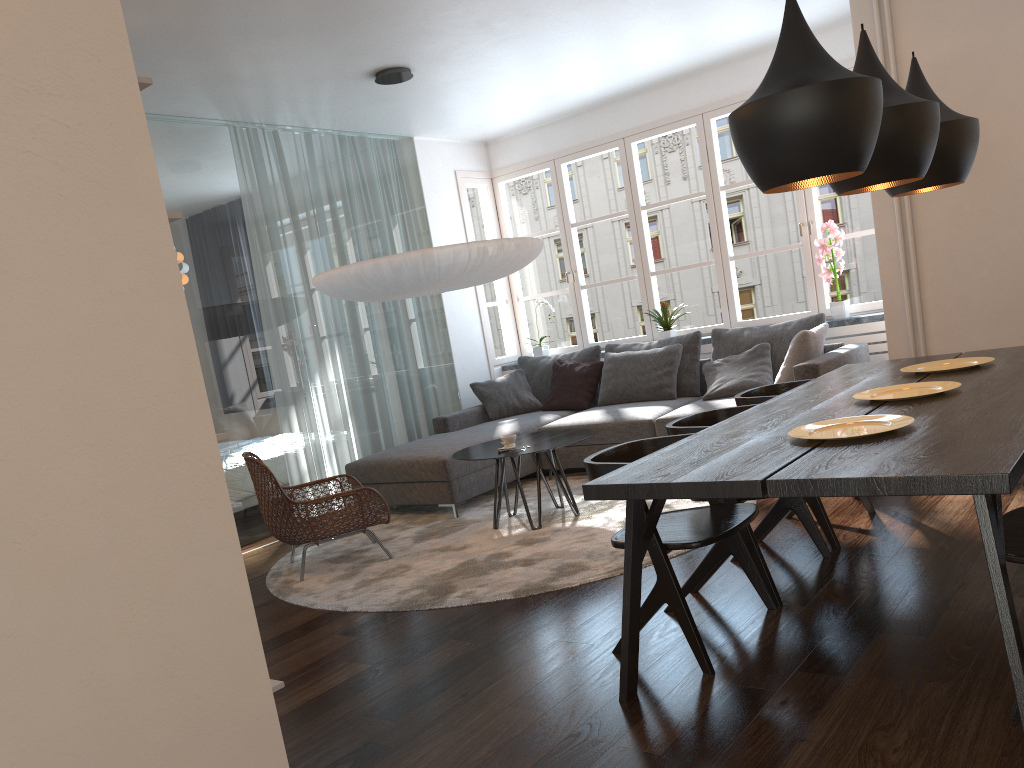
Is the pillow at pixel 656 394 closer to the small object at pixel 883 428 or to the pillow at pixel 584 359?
the pillow at pixel 584 359

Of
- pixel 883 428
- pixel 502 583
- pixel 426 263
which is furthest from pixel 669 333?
pixel 883 428

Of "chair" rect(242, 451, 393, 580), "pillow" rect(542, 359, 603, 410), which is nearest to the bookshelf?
"chair" rect(242, 451, 393, 580)

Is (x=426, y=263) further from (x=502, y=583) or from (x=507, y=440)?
(x=502, y=583)

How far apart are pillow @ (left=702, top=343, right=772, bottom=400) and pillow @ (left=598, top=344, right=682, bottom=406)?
0.3 meters

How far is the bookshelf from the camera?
1.3m

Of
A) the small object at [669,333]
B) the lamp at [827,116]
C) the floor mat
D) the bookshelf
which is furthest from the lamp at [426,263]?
the bookshelf

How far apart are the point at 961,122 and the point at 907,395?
1.1 meters

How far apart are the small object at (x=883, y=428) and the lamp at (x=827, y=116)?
0.7 meters

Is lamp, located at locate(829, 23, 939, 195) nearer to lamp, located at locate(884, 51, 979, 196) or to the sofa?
lamp, located at locate(884, 51, 979, 196)
